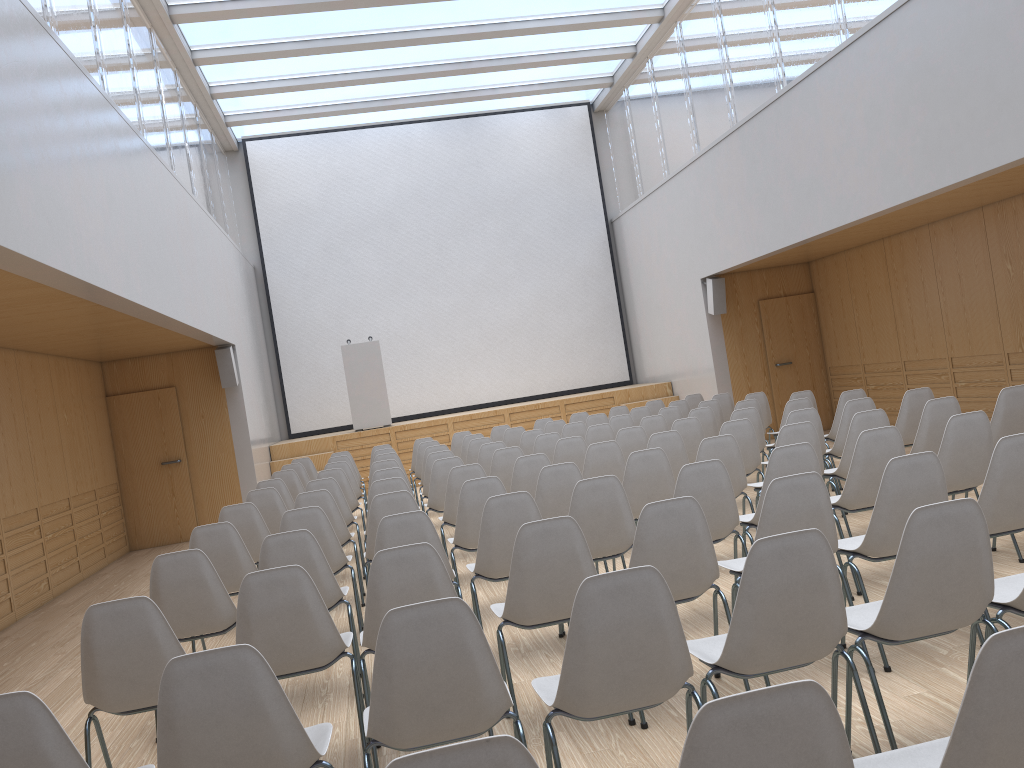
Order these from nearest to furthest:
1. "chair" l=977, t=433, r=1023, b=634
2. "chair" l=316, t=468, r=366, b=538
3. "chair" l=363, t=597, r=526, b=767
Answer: "chair" l=363, t=597, r=526, b=767
"chair" l=977, t=433, r=1023, b=634
"chair" l=316, t=468, r=366, b=538

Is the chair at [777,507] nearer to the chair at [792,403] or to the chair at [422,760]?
the chair at [422,760]

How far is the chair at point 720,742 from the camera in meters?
1.4 m

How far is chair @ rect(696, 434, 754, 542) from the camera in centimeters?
567cm

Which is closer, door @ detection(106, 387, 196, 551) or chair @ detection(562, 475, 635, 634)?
chair @ detection(562, 475, 635, 634)

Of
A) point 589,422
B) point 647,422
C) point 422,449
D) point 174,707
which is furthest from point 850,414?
point 174,707

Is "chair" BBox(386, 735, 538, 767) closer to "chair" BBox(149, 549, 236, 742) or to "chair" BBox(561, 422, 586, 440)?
"chair" BBox(149, 549, 236, 742)

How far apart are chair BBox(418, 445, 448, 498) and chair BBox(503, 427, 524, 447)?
1.36m

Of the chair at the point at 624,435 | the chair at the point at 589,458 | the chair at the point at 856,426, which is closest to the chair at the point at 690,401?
the chair at the point at 624,435

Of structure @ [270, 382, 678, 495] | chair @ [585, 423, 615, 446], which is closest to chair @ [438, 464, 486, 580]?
chair @ [585, 423, 615, 446]
